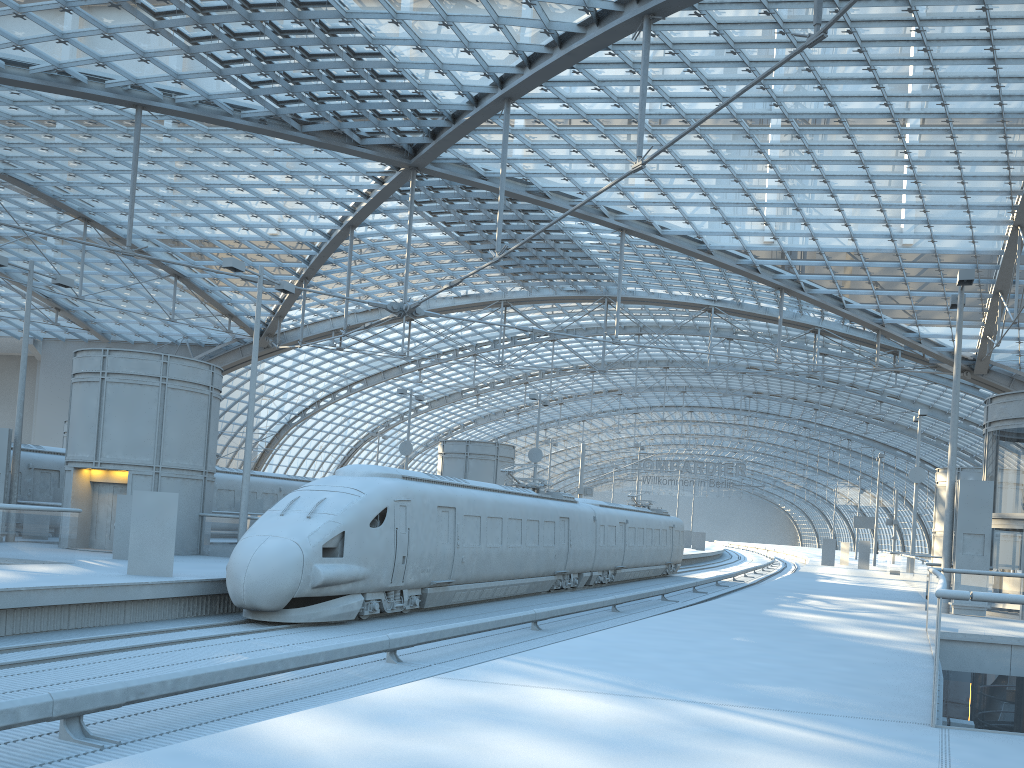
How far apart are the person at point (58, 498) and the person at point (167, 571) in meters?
13.8

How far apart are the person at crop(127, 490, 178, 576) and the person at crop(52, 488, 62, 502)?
13.8 meters

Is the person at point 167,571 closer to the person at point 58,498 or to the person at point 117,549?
the person at point 117,549

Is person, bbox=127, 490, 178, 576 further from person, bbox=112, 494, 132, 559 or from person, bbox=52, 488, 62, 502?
person, bbox=52, 488, 62, 502

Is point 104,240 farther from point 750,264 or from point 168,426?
point 750,264

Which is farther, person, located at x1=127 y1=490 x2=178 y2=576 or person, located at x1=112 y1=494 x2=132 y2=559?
person, located at x1=112 y1=494 x2=132 y2=559

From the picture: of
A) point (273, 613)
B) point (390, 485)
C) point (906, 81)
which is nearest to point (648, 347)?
point (906, 81)

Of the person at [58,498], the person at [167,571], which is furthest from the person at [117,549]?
the person at [58,498]

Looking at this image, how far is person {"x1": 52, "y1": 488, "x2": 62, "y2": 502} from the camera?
28.7m

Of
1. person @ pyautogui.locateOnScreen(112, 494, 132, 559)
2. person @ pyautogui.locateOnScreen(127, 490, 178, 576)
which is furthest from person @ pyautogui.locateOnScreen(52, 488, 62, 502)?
person @ pyautogui.locateOnScreen(127, 490, 178, 576)
